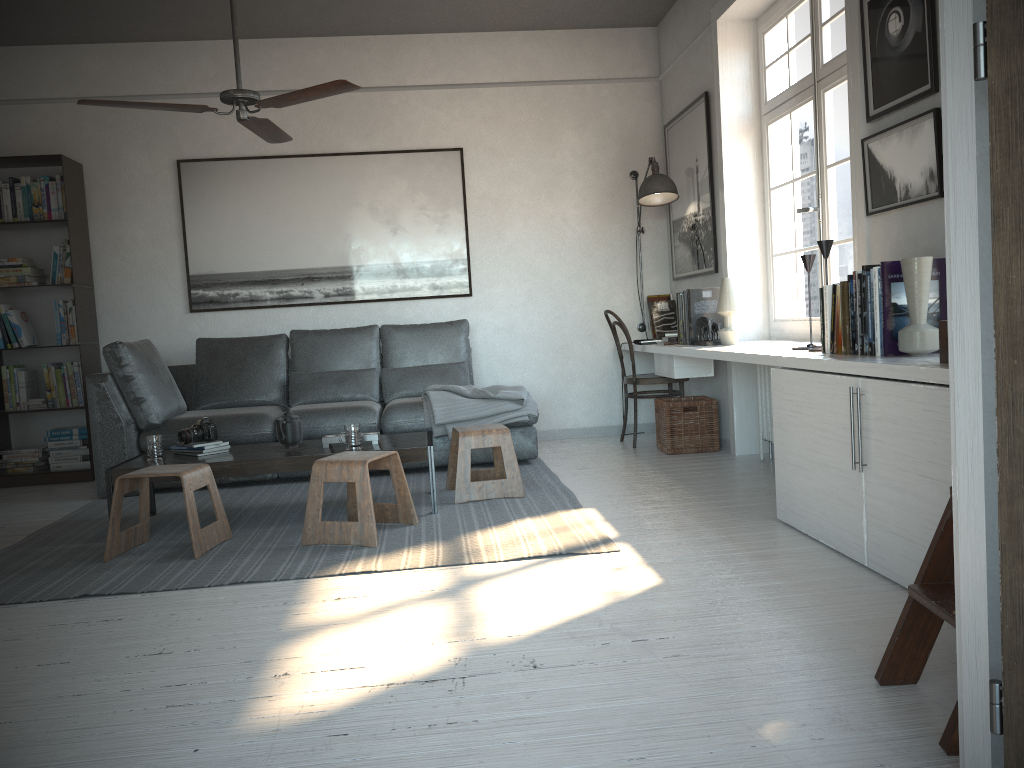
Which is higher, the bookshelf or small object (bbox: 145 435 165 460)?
the bookshelf

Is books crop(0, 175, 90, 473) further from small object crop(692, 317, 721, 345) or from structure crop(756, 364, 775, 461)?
structure crop(756, 364, 775, 461)

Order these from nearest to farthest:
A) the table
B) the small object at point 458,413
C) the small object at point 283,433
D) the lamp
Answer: the table < the small object at point 283,433 < the small object at point 458,413 < the lamp

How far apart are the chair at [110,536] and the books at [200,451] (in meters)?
0.41

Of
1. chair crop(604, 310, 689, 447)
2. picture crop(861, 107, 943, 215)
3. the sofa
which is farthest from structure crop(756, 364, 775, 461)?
picture crop(861, 107, 943, 215)

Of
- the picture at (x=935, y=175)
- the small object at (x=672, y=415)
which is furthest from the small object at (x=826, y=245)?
the small object at (x=672, y=415)

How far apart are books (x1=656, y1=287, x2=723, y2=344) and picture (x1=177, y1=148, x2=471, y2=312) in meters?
1.6 m

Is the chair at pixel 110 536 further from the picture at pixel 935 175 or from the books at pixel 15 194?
the picture at pixel 935 175

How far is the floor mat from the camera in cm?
326

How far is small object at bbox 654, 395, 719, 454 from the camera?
5.4m
